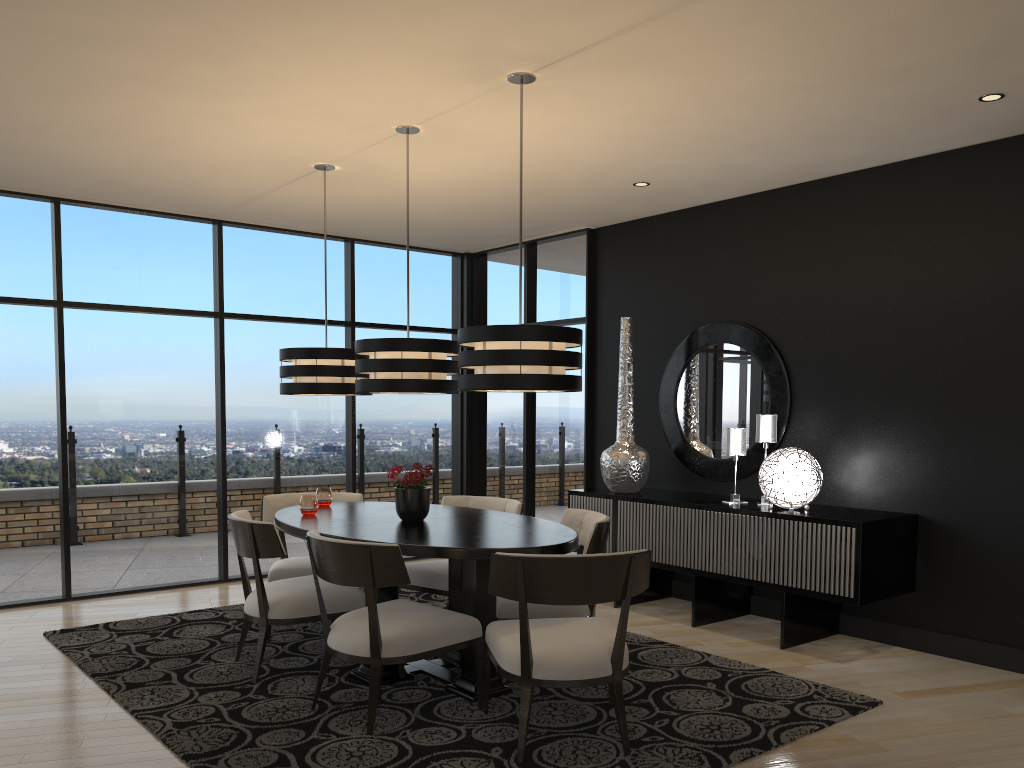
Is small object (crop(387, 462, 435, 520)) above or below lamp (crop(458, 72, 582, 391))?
below

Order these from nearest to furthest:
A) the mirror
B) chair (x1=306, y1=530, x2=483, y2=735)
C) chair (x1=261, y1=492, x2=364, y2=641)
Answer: chair (x1=306, y1=530, x2=483, y2=735) → chair (x1=261, y1=492, x2=364, y2=641) → the mirror

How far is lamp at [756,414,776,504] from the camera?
5.3 meters

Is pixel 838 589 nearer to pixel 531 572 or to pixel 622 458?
pixel 622 458

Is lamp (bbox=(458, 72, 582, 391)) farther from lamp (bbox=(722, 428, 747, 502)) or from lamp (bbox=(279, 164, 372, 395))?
lamp (bbox=(722, 428, 747, 502))

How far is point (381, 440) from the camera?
7.58m

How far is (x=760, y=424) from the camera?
5.34m

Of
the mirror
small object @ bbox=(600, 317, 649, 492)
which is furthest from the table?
the mirror

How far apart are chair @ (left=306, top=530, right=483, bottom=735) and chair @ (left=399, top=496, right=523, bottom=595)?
0.78m

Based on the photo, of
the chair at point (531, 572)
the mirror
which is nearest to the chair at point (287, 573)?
the chair at point (531, 572)
